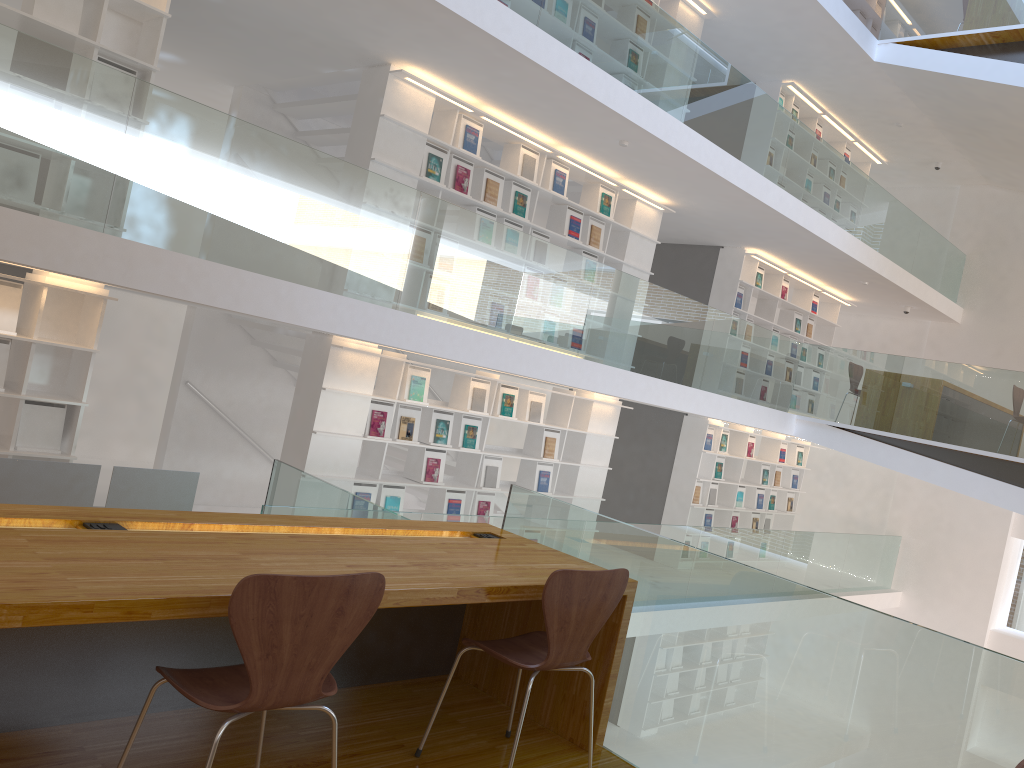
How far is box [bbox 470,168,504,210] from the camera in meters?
7.4 m

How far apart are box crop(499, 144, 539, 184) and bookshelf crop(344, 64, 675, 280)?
0.1 meters

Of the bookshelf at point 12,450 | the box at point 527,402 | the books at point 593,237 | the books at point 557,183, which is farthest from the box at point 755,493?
the bookshelf at point 12,450

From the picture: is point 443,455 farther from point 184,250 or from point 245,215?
point 184,250

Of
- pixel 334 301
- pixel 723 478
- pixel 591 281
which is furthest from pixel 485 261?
pixel 723 478

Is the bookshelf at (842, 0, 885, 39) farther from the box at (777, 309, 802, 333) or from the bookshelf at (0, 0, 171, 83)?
the bookshelf at (0, 0, 171, 83)

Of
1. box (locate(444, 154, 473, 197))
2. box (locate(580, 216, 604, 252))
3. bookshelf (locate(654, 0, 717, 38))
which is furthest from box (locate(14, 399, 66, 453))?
bookshelf (locate(654, 0, 717, 38))

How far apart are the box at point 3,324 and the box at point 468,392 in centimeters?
358cm

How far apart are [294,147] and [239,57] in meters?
2.9

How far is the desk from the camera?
1.84m
